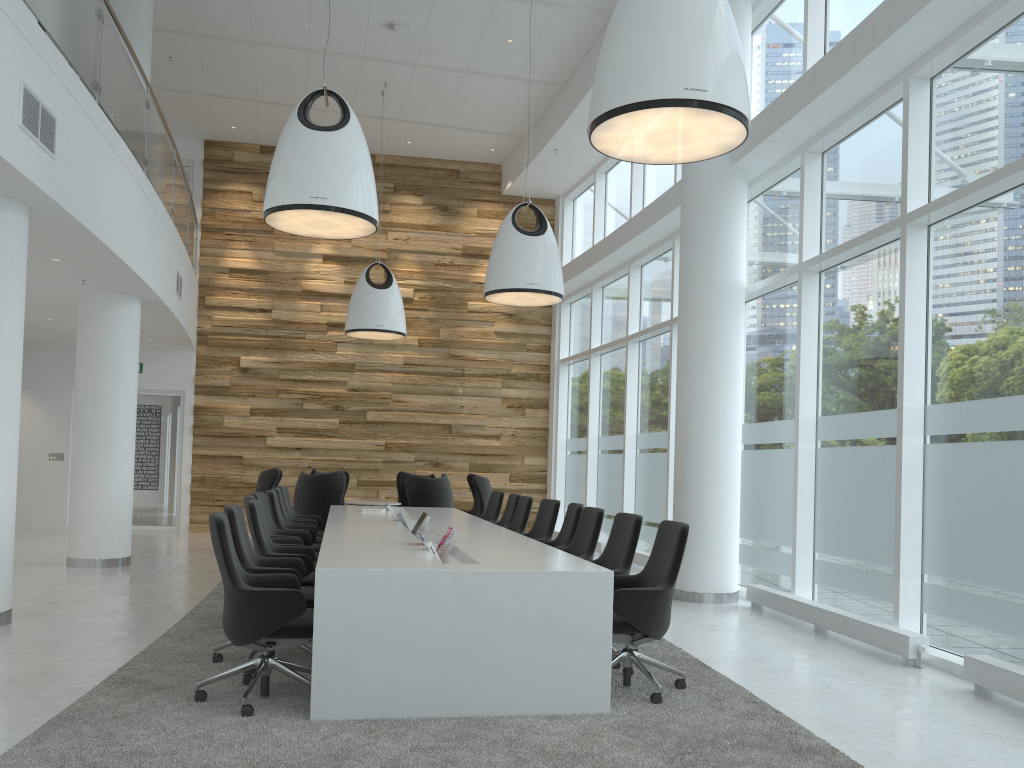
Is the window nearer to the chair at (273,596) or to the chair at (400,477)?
the chair at (400,477)

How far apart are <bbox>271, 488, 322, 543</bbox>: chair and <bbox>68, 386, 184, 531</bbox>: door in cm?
647

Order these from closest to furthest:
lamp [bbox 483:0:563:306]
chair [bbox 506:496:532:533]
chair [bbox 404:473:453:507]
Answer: chair [bbox 506:496:532:533] < lamp [bbox 483:0:563:306] < chair [bbox 404:473:453:507]

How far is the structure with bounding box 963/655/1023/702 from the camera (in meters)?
4.90

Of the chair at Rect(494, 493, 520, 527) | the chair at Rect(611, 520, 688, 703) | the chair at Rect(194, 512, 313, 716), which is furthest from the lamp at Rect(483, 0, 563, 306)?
the chair at Rect(194, 512, 313, 716)

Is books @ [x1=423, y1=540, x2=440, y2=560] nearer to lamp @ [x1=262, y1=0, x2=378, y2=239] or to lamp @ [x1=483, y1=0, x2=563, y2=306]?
lamp @ [x1=262, y1=0, x2=378, y2=239]

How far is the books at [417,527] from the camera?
7.7 meters

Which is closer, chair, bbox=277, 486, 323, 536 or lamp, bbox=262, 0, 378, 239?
lamp, bbox=262, 0, 378, 239

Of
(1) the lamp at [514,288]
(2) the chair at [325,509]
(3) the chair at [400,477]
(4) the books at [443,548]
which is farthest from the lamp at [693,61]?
(3) the chair at [400,477]

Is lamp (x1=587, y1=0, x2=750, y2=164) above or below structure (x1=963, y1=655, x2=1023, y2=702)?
above
